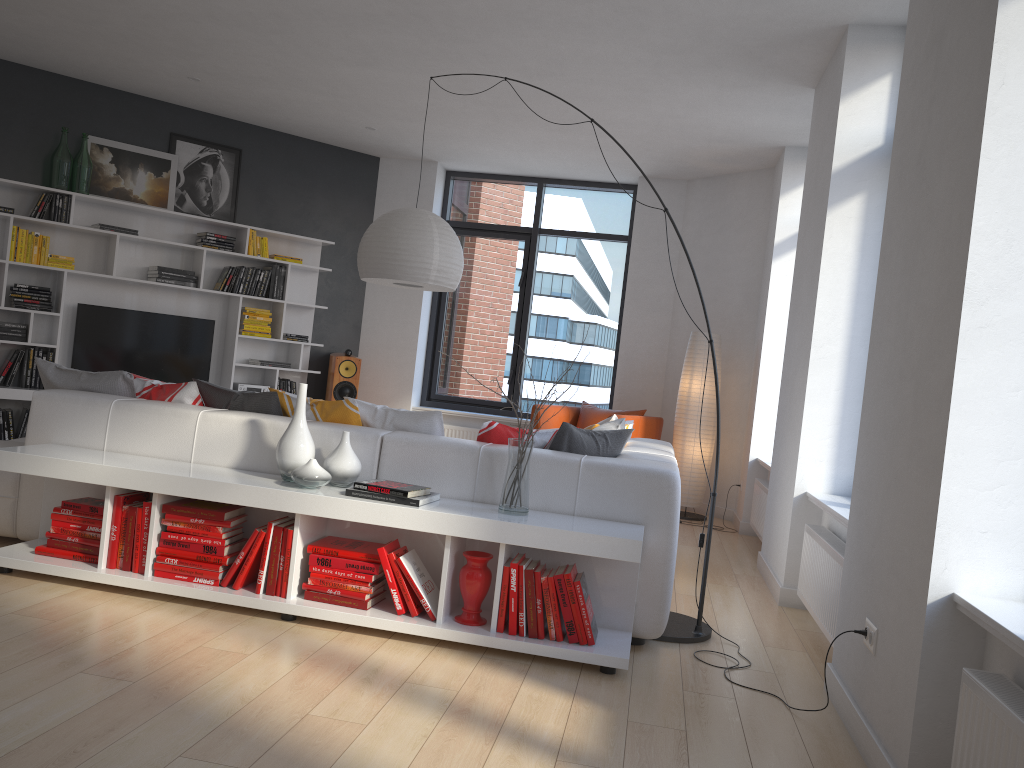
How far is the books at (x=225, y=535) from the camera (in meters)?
3.48

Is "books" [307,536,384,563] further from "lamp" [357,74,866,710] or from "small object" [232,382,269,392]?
"small object" [232,382,269,392]

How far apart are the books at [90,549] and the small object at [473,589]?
1.5m

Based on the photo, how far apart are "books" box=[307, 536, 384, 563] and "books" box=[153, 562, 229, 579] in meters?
0.4

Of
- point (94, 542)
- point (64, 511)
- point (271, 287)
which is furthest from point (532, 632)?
point (271, 287)

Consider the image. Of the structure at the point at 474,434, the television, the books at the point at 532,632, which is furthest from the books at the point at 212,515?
the structure at the point at 474,434

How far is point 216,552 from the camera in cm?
347

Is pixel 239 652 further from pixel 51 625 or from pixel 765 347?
pixel 765 347

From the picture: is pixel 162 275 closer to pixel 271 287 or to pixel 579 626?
pixel 271 287

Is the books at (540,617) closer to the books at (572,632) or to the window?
the books at (572,632)
